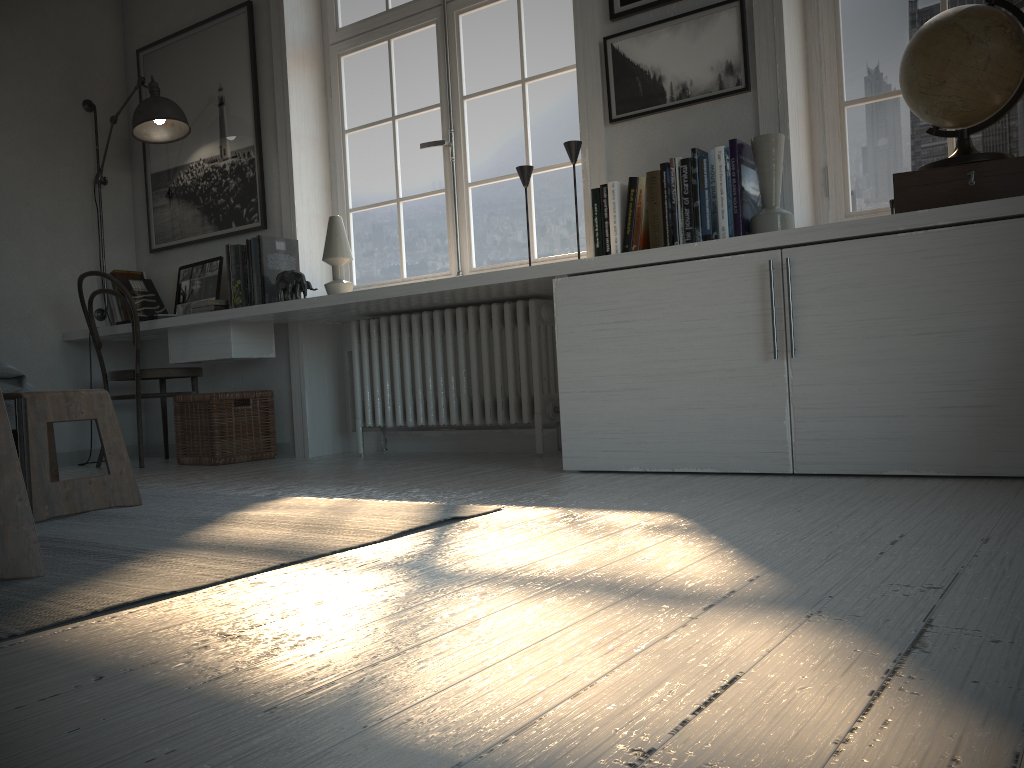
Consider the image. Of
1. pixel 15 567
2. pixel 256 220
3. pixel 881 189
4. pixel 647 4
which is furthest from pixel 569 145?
pixel 15 567

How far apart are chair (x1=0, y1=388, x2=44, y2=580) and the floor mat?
0.0m

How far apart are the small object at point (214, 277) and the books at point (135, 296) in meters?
0.2 m

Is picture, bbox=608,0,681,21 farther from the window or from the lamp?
the lamp

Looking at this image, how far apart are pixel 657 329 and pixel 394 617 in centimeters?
164cm

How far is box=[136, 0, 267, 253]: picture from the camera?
4.2 meters

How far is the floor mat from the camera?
1.4m

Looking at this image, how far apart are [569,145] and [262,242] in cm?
152

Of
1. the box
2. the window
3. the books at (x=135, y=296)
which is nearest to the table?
the window

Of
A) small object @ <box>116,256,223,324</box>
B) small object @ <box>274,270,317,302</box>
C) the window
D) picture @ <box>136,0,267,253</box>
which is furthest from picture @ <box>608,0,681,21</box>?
small object @ <box>116,256,223,324</box>
